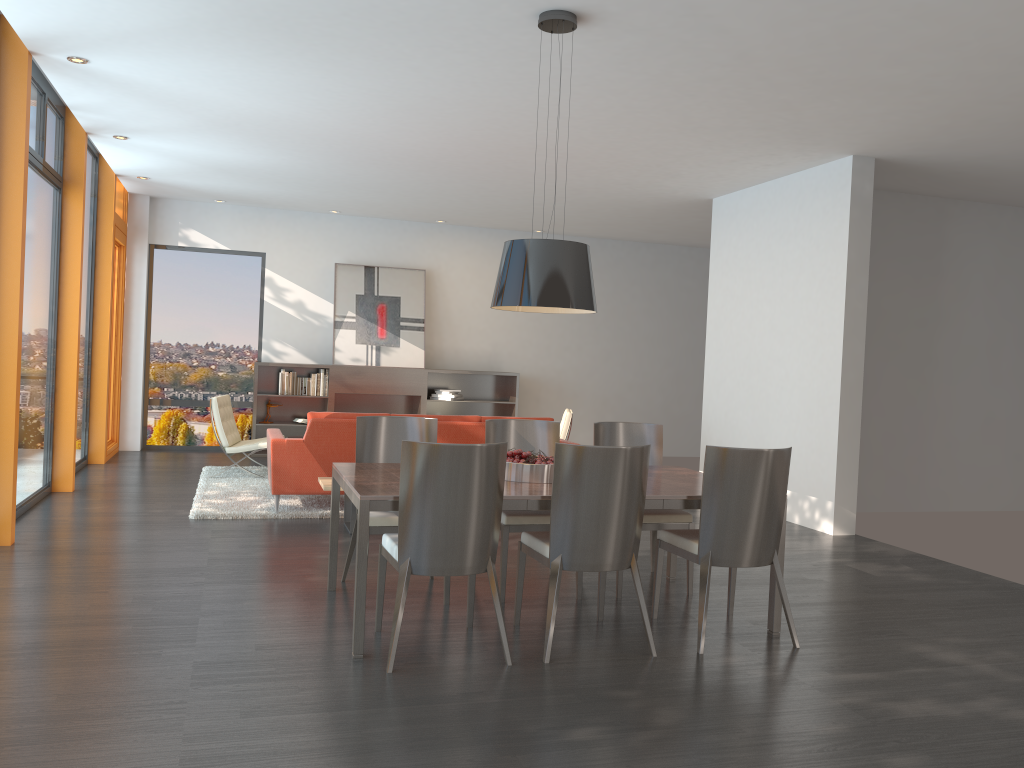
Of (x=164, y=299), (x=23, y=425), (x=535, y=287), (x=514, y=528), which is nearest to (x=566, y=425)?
(x=514, y=528)

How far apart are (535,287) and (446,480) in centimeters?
119cm

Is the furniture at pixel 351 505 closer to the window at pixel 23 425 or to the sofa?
the sofa

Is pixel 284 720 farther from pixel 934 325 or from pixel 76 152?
pixel 934 325

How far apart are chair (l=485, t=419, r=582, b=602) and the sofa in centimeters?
186cm

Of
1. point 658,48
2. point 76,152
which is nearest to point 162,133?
point 76,152

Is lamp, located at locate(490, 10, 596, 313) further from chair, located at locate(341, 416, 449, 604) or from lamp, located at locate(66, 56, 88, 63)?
lamp, located at locate(66, 56, 88, 63)

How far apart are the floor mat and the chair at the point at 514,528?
2.3 meters

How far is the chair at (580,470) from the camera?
3.96m

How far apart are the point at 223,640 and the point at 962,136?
6.1m
